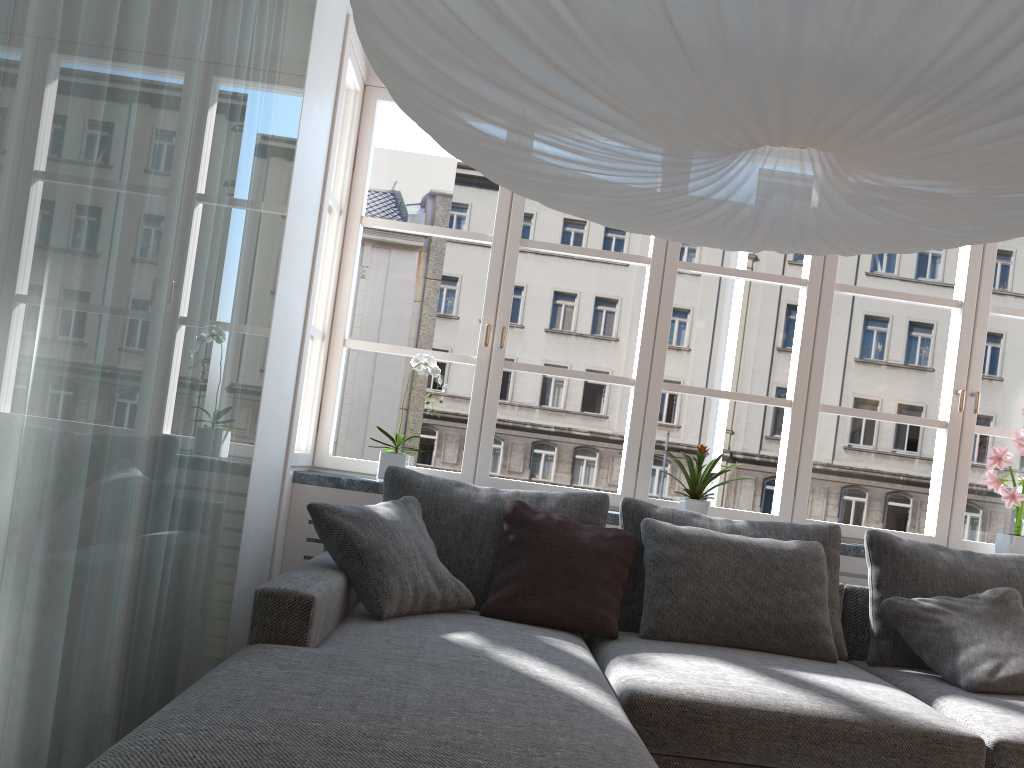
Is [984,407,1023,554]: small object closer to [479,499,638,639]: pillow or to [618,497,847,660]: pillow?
[618,497,847,660]: pillow

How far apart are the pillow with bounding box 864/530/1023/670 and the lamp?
1.7m

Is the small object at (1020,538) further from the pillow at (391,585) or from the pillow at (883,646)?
the pillow at (391,585)

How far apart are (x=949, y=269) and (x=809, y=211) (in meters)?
53.72

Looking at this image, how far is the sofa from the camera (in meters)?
1.47

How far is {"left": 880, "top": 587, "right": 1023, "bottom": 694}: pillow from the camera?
2.69m

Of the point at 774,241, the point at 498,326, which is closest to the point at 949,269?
the point at 498,326

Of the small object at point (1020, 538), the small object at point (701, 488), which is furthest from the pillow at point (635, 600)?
the small object at point (1020, 538)

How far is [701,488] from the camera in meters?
3.5

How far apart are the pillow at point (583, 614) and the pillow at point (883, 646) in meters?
0.9 m
